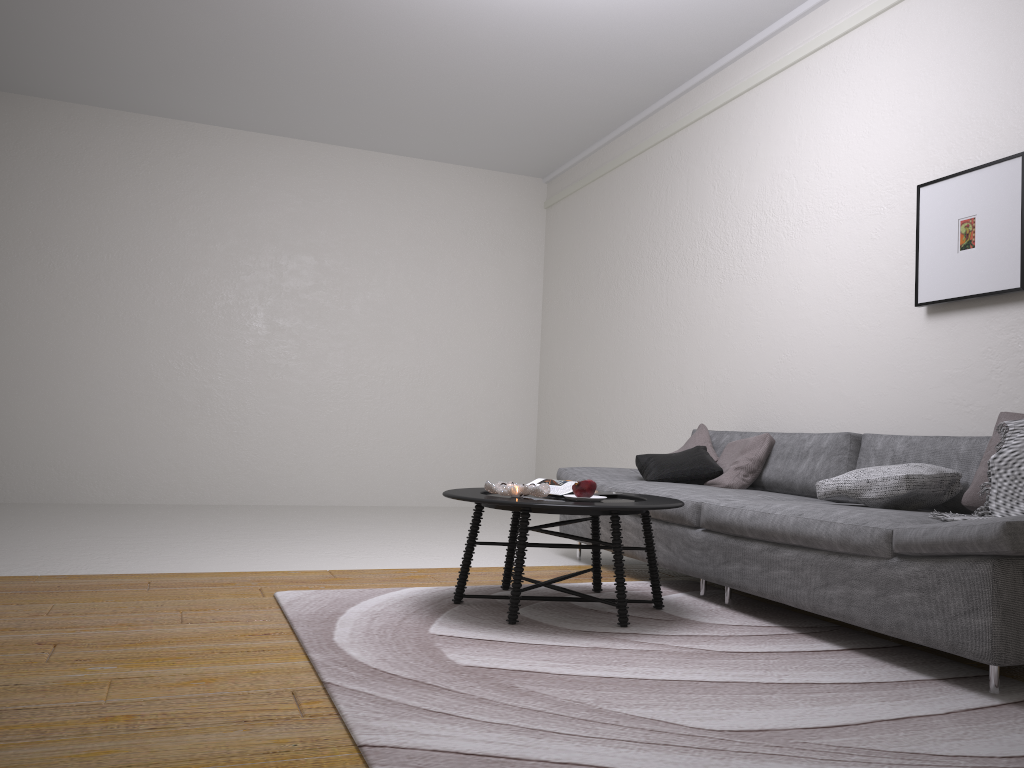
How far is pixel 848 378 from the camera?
4.5m

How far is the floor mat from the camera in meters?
1.9 m

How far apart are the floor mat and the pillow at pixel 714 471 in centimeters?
62cm

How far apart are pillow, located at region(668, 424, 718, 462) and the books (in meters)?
1.47

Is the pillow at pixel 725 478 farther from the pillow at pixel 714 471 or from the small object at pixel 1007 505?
the small object at pixel 1007 505

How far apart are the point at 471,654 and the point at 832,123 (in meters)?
3.60

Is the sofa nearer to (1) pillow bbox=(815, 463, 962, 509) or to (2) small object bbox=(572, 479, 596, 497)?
(1) pillow bbox=(815, 463, 962, 509)

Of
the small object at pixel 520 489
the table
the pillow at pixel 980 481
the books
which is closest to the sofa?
the pillow at pixel 980 481

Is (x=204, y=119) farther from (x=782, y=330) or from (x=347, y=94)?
(x=782, y=330)

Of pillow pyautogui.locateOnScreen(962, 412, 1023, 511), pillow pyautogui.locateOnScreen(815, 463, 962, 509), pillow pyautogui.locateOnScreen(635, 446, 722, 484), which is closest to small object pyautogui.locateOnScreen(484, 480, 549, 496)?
pillow pyautogui.locateOnScreen(815, 463, 962, 509)
